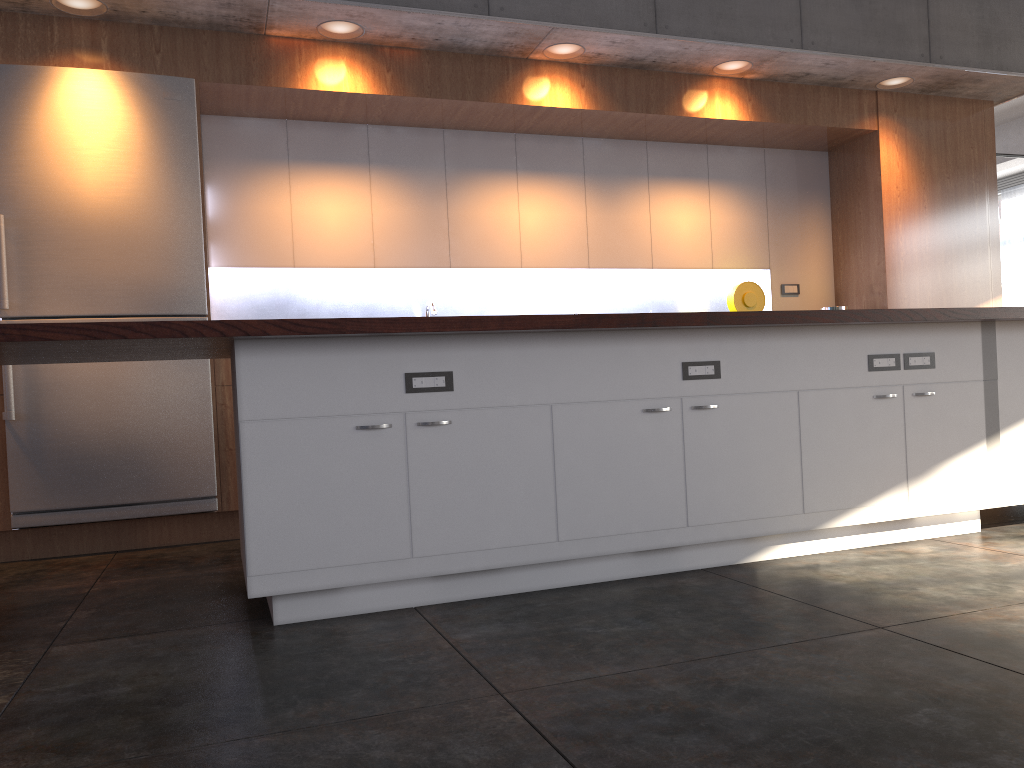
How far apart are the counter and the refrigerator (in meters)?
1.22

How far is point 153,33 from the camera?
4.7 meters

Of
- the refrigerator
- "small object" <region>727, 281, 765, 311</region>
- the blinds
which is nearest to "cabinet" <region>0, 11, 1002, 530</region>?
the refrigerator

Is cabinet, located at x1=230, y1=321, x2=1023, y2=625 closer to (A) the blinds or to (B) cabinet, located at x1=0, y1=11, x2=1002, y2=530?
(B) cabinet, located at x1=0, y1=11, x2=1002, y2=530

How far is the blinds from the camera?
14.6m

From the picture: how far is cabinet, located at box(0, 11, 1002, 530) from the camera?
4.7 meters

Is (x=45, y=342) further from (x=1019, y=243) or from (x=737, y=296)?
(x=1019, y=243)

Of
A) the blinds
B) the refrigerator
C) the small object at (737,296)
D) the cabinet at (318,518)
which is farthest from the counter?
the blinds

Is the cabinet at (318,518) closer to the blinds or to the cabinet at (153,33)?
the cabinet at (153,33)

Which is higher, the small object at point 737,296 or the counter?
the small object at point 737,296
